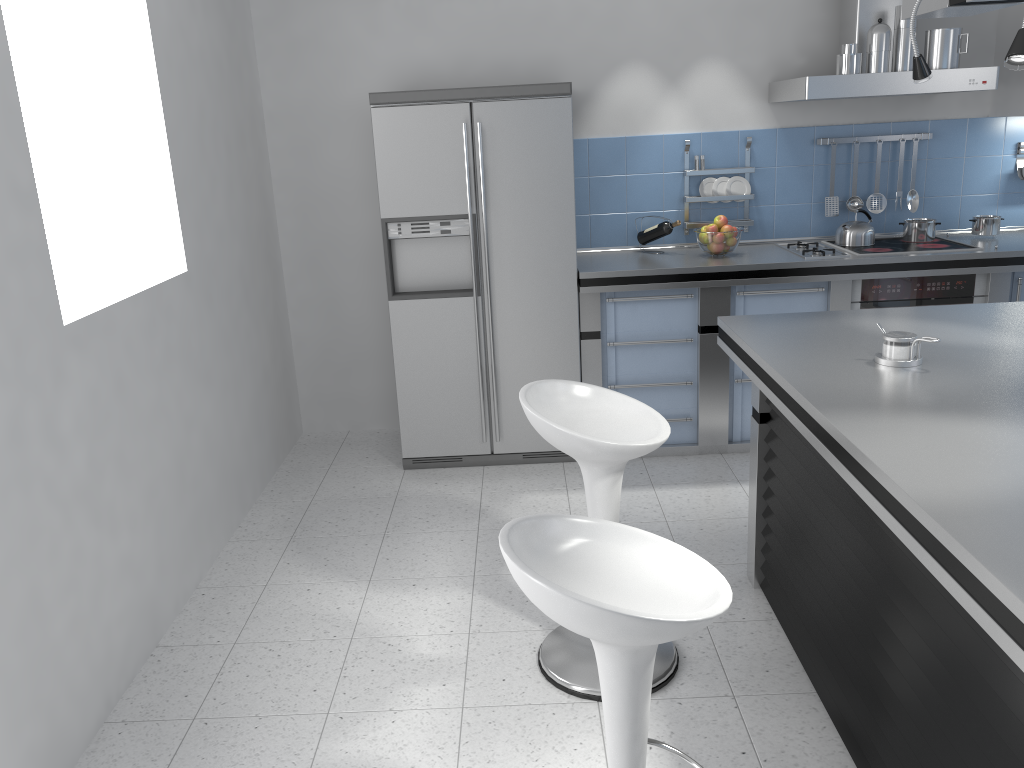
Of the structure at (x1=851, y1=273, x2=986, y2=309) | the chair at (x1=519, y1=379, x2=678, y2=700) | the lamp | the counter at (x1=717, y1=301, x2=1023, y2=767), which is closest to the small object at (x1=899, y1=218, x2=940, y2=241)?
the structure at (x1=851, y1=273, x2=986, y2=309)

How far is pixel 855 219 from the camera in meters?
4.6 m

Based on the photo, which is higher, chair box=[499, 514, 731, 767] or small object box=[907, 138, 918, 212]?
small object box=[907, 138, 918, 212]

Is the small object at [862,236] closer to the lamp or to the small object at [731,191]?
the small object at [731,191]

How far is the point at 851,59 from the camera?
4.05m

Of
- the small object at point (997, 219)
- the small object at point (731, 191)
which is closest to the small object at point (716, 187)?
the small object at point (731, 191)

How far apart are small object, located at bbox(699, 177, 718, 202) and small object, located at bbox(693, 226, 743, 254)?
0.40m

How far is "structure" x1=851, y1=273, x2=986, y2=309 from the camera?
4.3m

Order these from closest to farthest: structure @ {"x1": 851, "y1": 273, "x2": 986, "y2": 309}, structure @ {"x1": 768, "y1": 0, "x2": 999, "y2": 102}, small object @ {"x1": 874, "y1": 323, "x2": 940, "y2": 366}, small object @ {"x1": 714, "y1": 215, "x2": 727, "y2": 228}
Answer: small object @ {"x1": 874, "y1": 323, "x2": 940, "y2": 366}, structure @ {"x1": 768, "y1": 0, "x2": 999, "y2": 102}, structure @ {"x1": 851, "y1": 273, "x2": 986, "y2": 309}, small object @ {"x1": 714, "y1": 215, "x2": 727, "y2": 228}

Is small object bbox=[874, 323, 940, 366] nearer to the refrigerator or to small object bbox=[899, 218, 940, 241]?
the refrigerator
